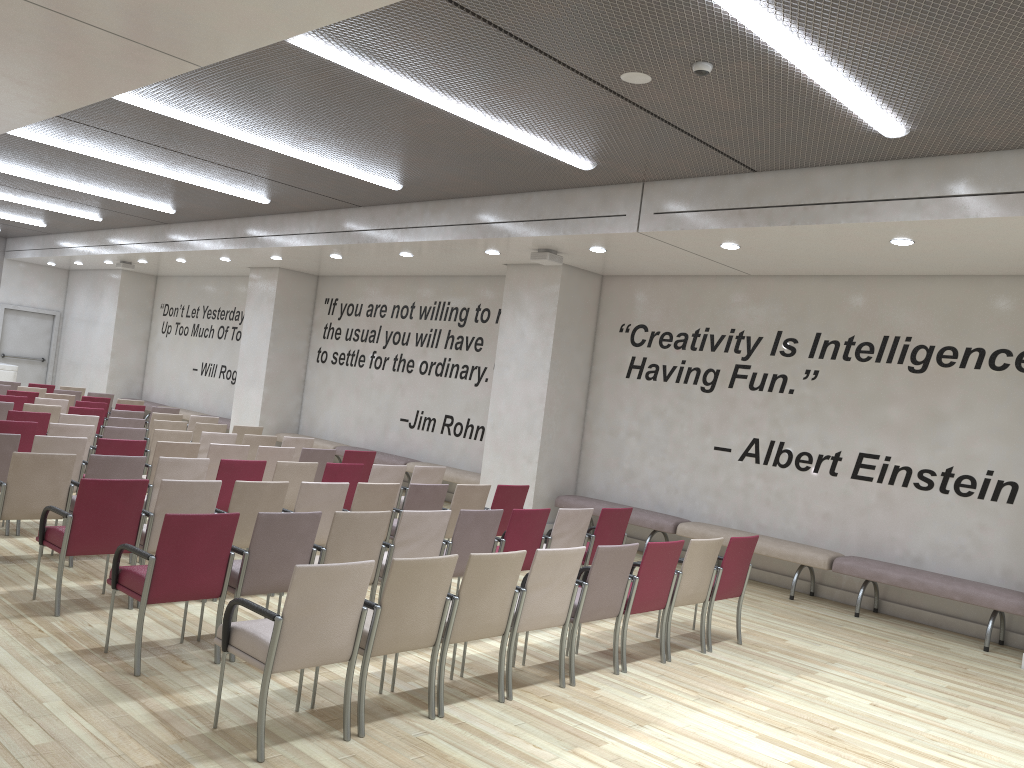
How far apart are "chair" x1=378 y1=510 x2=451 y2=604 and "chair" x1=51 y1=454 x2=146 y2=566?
2.4 meters

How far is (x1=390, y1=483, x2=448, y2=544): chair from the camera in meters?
7.6 m

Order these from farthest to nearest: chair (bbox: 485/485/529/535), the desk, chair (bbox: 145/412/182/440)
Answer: the desk, chair (bbox: 145/412/182/440), chair (bbox: 485/485/529/535)

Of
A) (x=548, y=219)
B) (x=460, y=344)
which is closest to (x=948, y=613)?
(x=548, y=219)

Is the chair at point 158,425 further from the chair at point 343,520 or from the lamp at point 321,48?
the lamp at point 321,48

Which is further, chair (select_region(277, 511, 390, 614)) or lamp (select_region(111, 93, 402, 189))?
lamp (select_region(111, 93, 402, 189))

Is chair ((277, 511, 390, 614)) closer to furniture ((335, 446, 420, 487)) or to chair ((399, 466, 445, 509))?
chair ((399, 466, 445, 509))

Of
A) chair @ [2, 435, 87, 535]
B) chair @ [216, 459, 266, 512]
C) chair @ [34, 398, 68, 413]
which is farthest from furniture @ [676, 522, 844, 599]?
chair @ [34, 398, 68, 413]

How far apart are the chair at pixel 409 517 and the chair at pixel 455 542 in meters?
0.1 m

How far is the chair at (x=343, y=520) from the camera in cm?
561
